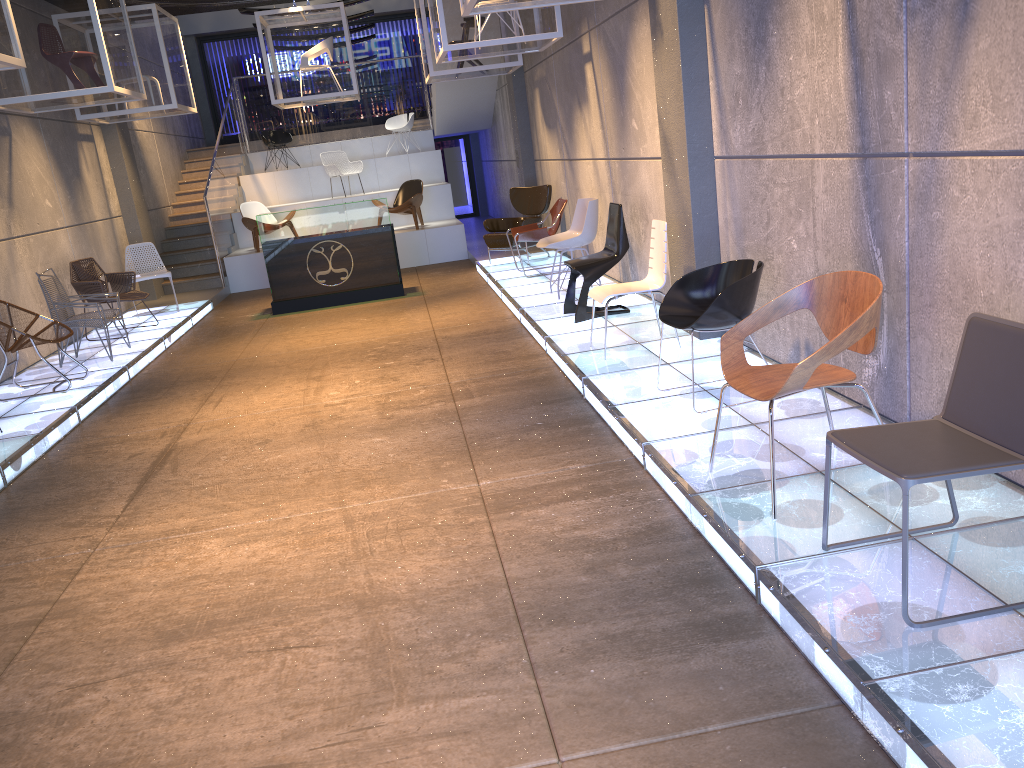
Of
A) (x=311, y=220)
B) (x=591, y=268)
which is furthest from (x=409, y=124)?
(x=591, y=268)

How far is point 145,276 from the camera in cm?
1098

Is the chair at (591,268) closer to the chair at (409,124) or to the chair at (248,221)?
the chair at (248,221)

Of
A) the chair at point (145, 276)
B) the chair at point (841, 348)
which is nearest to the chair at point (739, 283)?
the chair at point (841, 348)

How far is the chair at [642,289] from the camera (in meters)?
6.06

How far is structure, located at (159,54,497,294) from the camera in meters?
13.8 m

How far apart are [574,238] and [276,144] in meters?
10.2 m

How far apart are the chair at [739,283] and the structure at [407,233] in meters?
9.2 m

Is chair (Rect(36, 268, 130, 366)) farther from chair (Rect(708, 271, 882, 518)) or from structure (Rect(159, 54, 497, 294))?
chair (Rect(708, 271, 882, 518))

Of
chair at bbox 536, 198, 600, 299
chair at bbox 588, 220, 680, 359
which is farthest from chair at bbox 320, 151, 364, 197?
chair at bbox 588, 220, 680, 359
